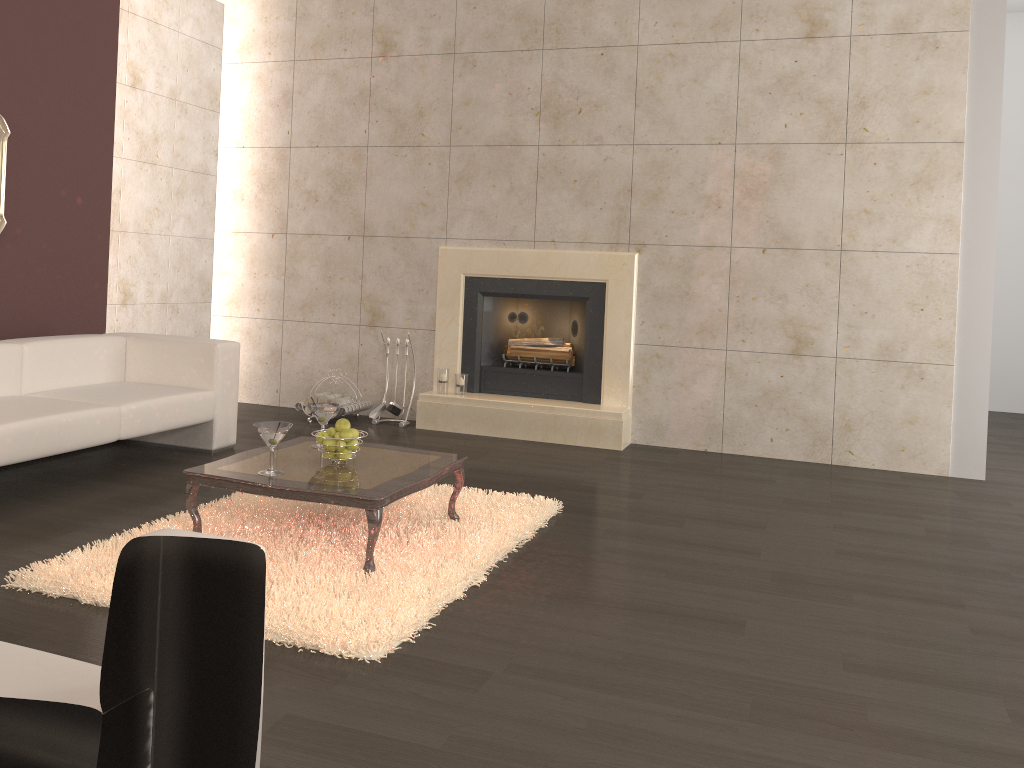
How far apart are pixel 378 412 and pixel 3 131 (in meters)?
2.98

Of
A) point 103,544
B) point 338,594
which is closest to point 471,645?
point 338,594

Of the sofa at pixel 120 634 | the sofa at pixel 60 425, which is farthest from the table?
the sofa at pixel 120 634

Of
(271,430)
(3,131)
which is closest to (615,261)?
(271,430)

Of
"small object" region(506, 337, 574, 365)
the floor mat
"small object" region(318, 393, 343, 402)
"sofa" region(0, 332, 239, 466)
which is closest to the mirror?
"sofa" region(0, 332, 239, 466)

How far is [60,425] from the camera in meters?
4.2 m

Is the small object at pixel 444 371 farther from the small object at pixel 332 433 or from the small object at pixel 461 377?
the small object at pixel 332 433

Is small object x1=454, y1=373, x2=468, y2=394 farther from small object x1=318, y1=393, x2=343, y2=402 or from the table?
the table

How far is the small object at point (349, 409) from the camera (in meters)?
6.49

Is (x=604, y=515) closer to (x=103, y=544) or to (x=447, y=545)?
(x=447, y=545)
